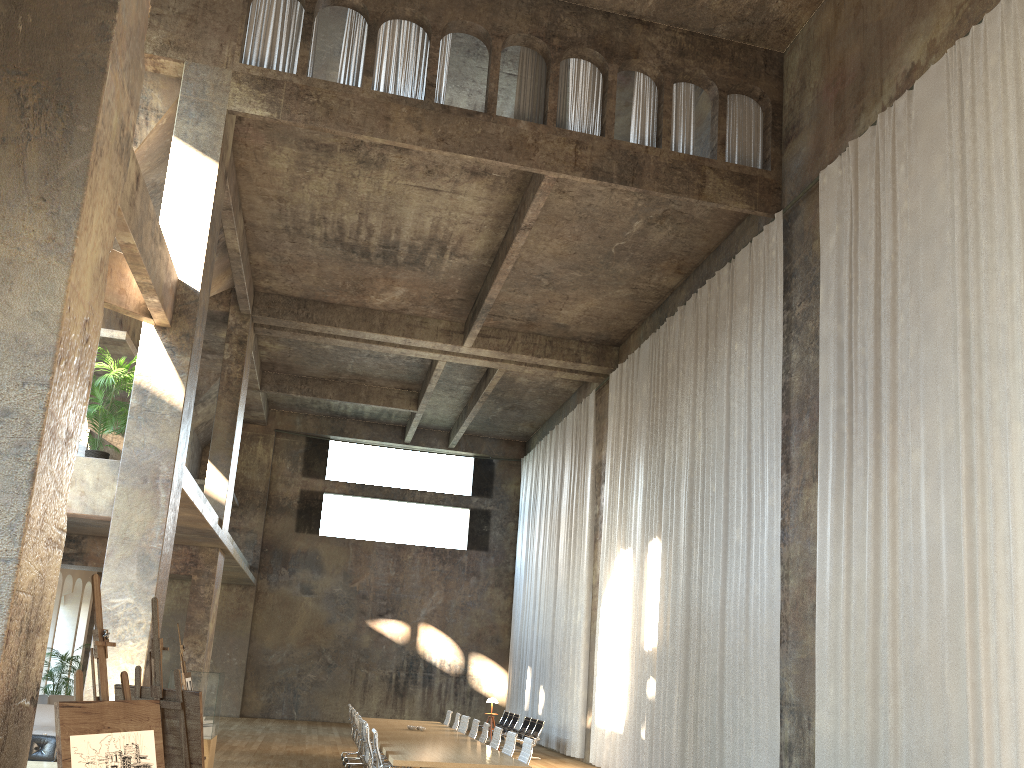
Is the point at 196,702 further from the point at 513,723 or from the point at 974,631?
the point at 513,723

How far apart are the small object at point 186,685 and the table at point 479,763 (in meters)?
2.41

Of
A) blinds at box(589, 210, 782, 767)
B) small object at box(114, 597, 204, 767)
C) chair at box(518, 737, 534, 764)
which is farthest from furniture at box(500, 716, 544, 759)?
small object at box(114, 597, 204, 767)

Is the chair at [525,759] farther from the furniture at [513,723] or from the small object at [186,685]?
the furniture at [513,723]

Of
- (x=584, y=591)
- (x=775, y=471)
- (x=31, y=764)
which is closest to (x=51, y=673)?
(x=584, y=591)

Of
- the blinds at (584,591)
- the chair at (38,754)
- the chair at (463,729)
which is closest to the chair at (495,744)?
the chair at (463,729)

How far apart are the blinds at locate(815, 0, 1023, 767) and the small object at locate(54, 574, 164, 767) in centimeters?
669cm

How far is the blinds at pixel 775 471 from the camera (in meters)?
12.11

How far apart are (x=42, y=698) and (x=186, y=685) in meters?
9.4 m

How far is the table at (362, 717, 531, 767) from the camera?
9.7m
